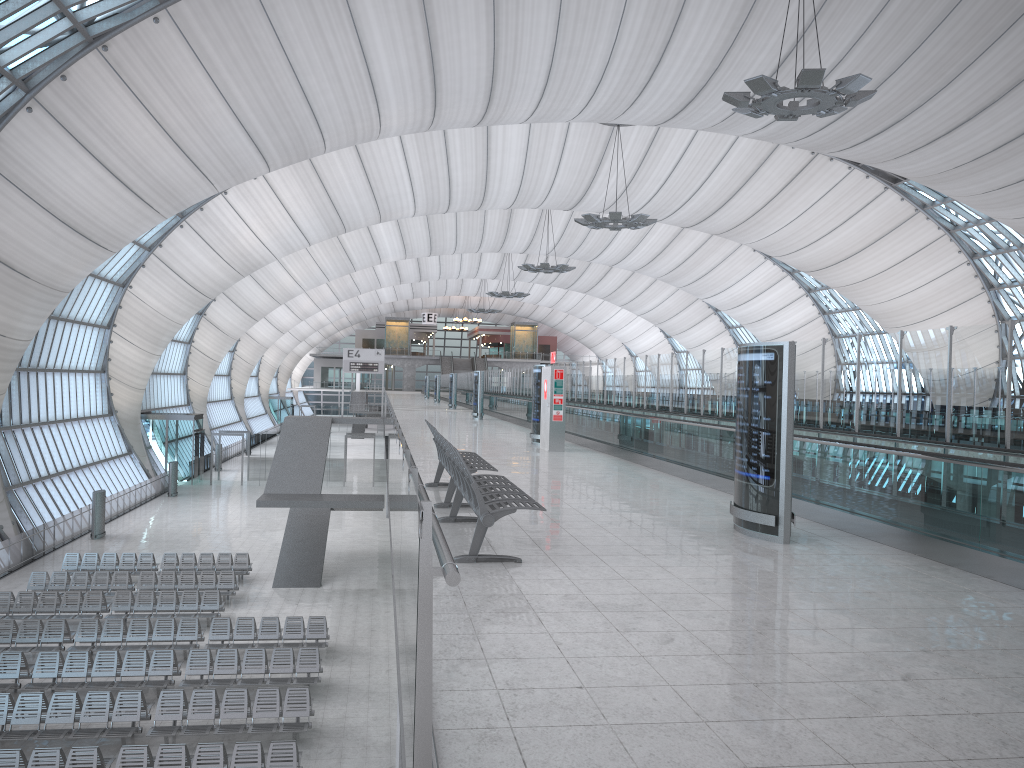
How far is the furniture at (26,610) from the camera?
21.9m

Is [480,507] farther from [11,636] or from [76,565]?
[76,565]

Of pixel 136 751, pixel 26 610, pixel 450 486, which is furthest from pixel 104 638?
pixel 450 486

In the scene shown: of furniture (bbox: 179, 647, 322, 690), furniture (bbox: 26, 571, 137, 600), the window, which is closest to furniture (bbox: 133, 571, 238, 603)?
furniture (bbox: 26, 571, 137, 600)

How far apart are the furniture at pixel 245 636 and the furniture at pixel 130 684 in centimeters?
129cm

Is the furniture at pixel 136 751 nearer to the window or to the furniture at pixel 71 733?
the furniture at pixel 71 733

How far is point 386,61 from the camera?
27.6 meters

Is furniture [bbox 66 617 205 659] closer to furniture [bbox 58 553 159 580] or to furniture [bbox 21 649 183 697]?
furniture [bbox 21 649 183 697]

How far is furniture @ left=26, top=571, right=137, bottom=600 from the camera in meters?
24.2

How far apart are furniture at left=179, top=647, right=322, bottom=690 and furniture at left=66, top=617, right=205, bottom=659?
1.2m
